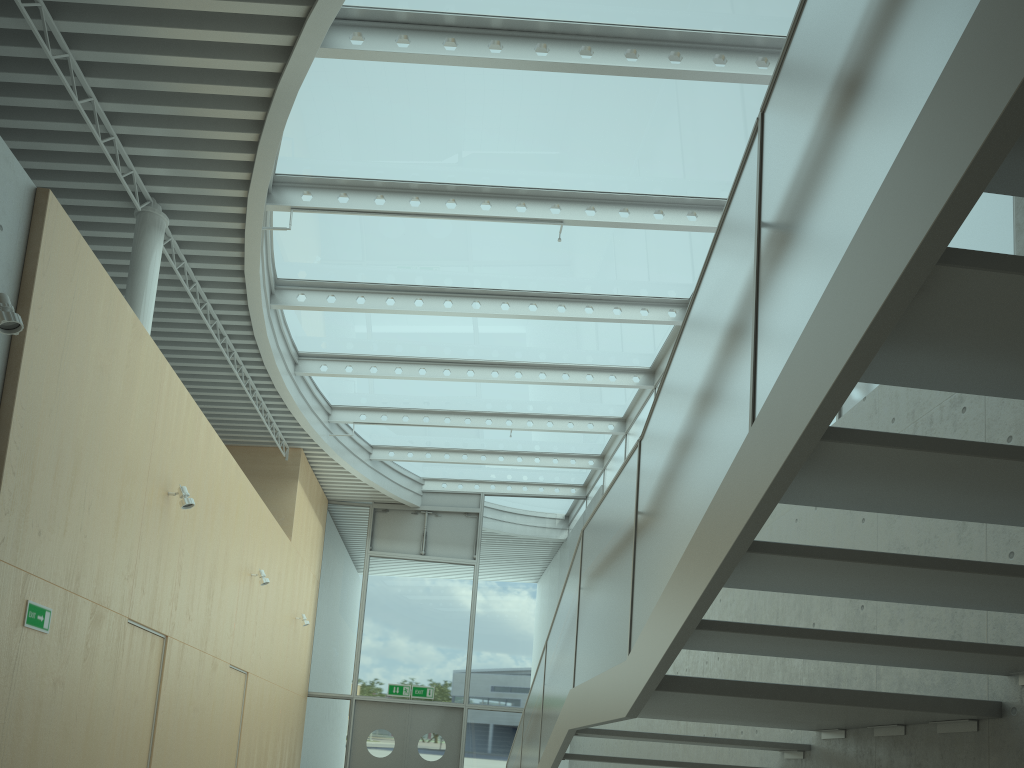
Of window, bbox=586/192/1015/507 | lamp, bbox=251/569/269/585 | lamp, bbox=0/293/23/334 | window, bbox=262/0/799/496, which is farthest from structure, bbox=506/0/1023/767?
lamp, bbox=251/569/269/585

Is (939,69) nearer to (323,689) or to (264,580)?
(264,580)

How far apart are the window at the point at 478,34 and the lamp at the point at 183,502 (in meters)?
2.39

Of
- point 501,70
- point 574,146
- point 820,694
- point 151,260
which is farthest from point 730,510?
point 151,260

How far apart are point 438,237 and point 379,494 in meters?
7.5 m

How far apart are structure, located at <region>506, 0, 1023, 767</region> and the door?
6.1 meters

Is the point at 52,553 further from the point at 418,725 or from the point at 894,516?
the point at 418,725

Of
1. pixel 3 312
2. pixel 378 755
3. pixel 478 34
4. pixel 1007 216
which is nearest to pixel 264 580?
pixel 378 755

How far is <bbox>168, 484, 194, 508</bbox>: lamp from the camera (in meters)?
6.91

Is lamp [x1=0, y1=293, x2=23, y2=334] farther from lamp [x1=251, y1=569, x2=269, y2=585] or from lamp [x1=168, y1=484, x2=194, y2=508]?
lamp [x1=251, y1=569, x2=269, y2=585]
